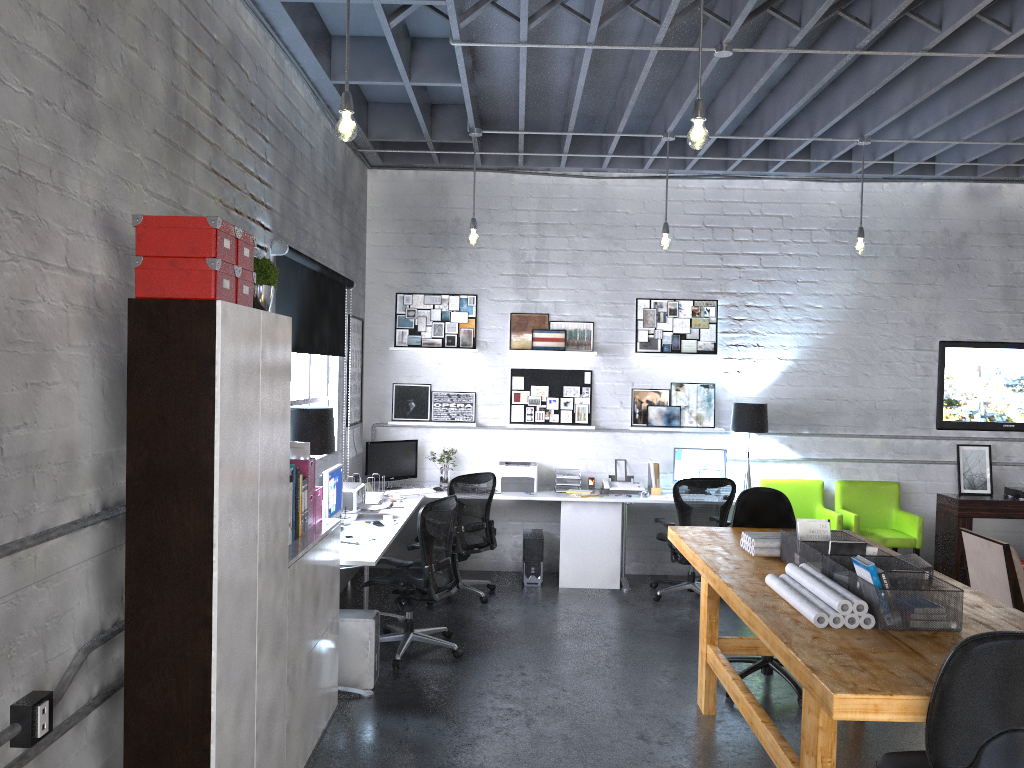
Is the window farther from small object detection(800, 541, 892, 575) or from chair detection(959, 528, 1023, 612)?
chair detection(959, 528, 1023, 612)

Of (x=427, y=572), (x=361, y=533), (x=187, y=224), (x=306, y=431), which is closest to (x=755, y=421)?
(x=427, y=572)

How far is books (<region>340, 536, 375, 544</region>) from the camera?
5.24m

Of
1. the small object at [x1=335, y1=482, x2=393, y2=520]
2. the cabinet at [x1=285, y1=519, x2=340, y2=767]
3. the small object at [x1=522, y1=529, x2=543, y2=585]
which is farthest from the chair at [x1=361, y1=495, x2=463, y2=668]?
the small object at [x1=522, y1=529, x2=543, y2=585]

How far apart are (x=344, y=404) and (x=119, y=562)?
4.1m

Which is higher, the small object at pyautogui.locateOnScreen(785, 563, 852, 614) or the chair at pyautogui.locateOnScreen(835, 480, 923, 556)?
the small object at pyautogui.locateOnScreen(785, 563, 852, 614)

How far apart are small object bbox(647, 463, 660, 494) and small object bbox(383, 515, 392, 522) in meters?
2.8 m

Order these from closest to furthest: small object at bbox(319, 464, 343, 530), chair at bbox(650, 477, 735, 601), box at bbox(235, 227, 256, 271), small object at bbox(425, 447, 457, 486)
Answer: box at bbox(235, 227, 256, 271) → small object at bbox(319, 464, 343, 530) → chair at bbox(650, 477, 735, 601) → small object at bbox(425, 447, 457, 486)

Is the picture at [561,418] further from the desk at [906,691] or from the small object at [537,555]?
the desk at [906,691]

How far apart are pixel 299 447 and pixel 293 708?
1.28m
